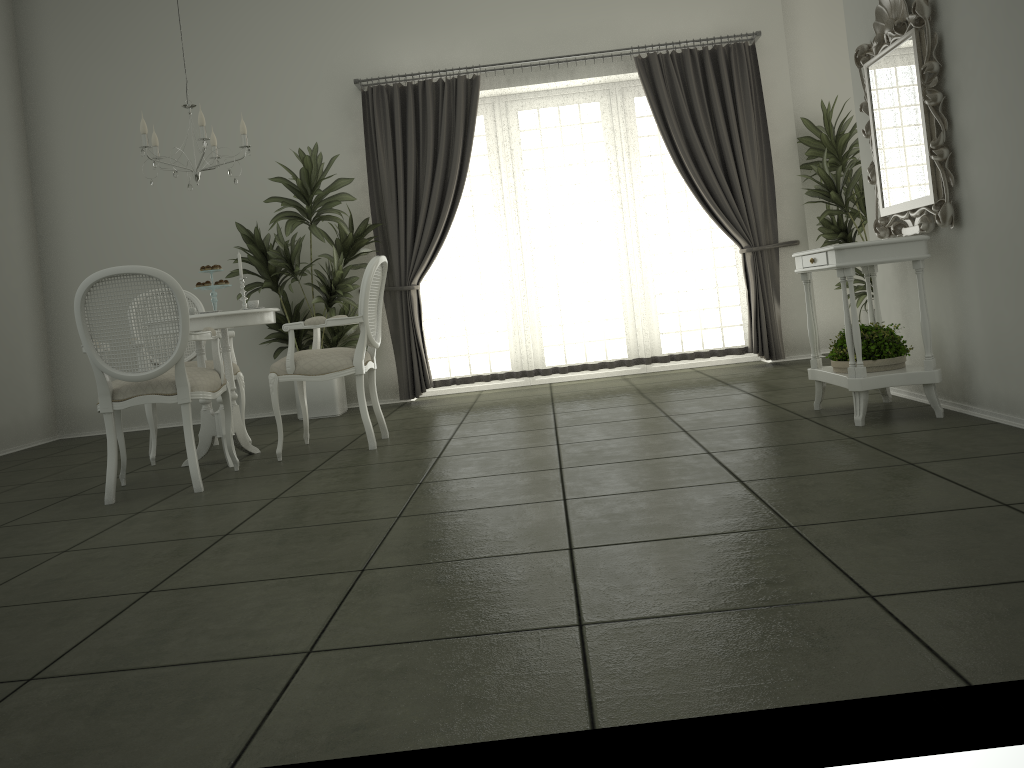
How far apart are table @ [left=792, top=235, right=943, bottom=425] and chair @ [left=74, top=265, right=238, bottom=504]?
2.87m

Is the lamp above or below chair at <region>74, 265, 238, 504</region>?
above

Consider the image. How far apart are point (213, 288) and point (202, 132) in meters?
0.8 m

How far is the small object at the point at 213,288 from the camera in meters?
4.9 m

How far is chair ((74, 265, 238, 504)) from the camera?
3.9m

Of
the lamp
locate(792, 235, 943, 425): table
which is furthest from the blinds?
locate(792, 235, 943, 425): table

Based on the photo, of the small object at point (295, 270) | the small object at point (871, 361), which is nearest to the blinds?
the small object at point (295, 270)

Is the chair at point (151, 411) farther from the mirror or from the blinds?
the mirror

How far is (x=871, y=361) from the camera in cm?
403

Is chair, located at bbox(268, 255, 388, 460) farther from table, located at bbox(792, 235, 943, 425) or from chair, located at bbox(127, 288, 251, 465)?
table, located at bbox(792, 235, 943, 425)
